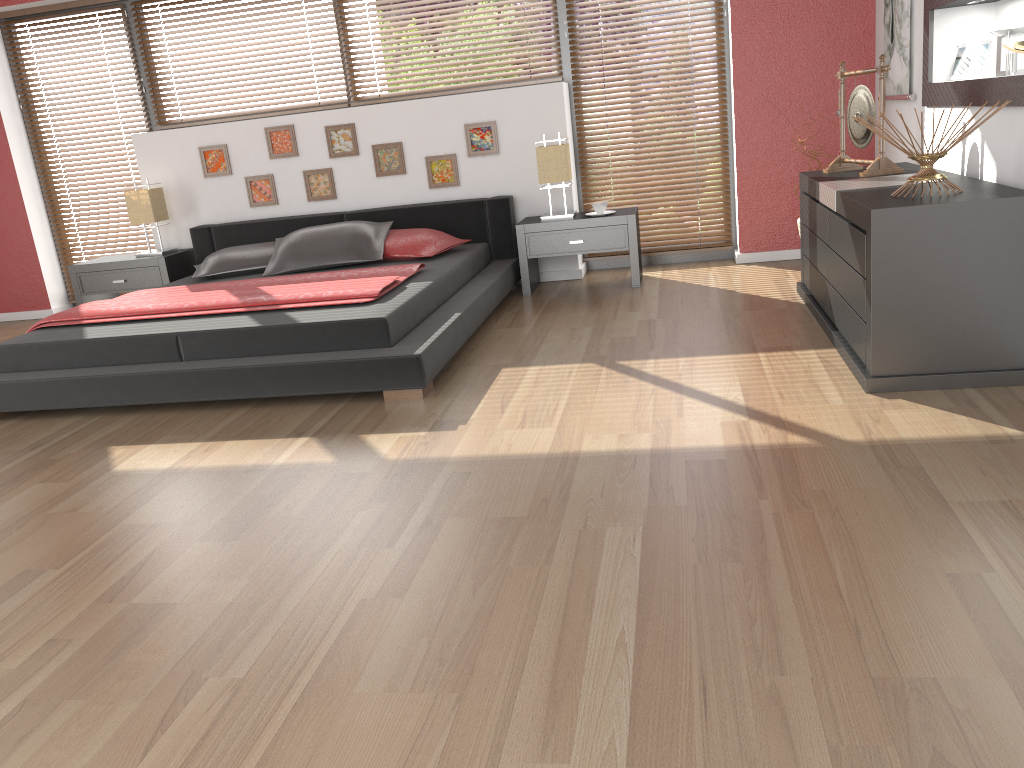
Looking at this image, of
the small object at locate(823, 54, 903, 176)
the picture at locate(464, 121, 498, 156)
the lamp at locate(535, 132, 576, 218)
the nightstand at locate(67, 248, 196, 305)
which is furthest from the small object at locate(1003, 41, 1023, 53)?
the nightstand at locate(67, 248, 196, 305)

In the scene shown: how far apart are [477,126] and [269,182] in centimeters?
145cm

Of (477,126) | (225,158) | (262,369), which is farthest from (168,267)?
(262,369)

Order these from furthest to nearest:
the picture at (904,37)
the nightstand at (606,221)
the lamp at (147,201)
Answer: the lamp at (147,201), the nightstand at (606,221), the picture at (904,37)

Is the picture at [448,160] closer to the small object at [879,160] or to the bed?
the bed

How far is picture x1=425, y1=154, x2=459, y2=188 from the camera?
5.59m

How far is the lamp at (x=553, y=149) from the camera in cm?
517

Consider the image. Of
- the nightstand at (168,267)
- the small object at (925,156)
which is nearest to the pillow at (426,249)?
the nightstand at (168,267)

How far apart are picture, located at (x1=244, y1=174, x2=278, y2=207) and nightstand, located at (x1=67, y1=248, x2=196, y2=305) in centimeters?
53cm

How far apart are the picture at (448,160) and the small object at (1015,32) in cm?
309
